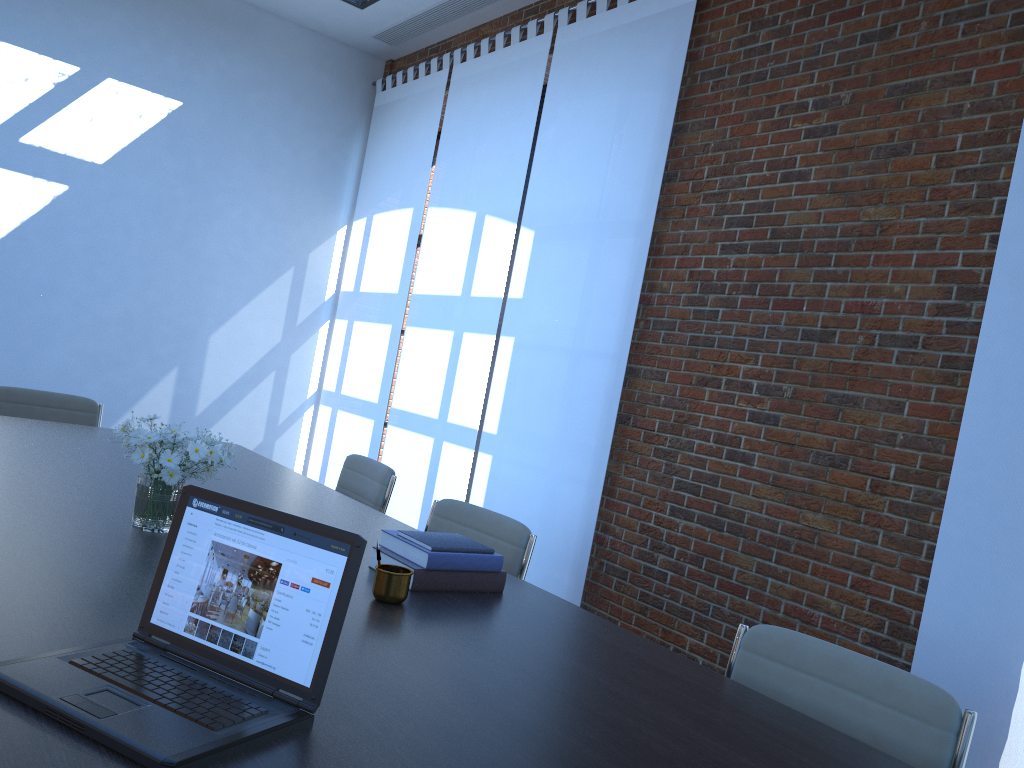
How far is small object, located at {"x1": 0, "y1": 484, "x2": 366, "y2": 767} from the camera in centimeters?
116cm

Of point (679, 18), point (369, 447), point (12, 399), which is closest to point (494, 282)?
point (369, 447)

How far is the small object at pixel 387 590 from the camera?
2.0m

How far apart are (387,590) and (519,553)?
0.94m

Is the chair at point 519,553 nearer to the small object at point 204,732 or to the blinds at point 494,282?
the small object at point 204,732

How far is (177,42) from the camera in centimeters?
687cm

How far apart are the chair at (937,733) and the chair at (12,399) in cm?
359

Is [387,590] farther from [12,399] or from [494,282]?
[494,282]

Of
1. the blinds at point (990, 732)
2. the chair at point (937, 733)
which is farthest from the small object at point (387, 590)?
the blinds at point (990, 732)

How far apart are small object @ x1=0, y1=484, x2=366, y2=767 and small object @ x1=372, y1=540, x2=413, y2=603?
0.6m
